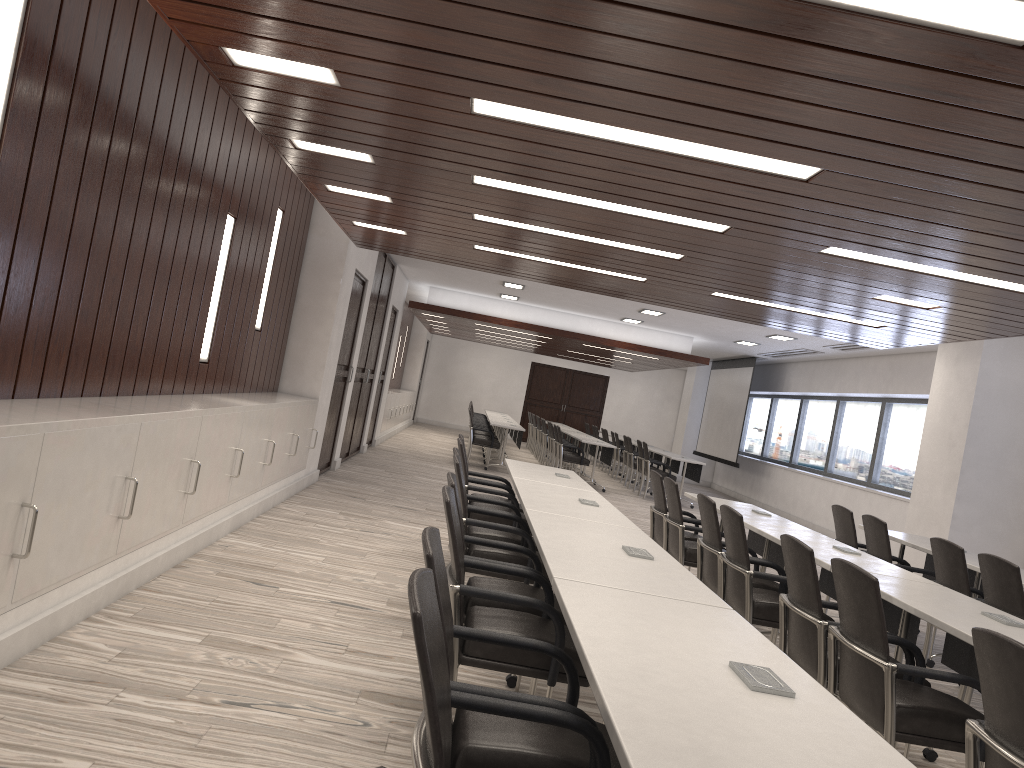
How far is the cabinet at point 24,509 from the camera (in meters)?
3.19

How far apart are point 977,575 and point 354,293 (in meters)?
6.81

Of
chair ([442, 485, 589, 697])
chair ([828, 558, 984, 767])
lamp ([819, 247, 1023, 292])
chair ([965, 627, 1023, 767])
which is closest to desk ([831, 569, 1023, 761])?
chair ([828, 558, 984, 767])

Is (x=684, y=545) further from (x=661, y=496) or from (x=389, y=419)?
(x=389, y=419)

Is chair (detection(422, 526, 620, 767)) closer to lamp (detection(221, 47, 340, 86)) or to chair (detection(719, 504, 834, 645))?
lamp (detection(221, 47, 340, 86))

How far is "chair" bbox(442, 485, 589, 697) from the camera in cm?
298

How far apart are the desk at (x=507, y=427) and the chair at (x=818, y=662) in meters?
10.4

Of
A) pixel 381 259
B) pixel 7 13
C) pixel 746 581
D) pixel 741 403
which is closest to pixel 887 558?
pixel 746 581

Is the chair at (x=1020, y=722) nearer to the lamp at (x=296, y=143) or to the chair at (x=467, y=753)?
the chair at (x=467, y=753)

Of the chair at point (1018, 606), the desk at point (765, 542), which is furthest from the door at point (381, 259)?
the chair at point (1018, 606)
